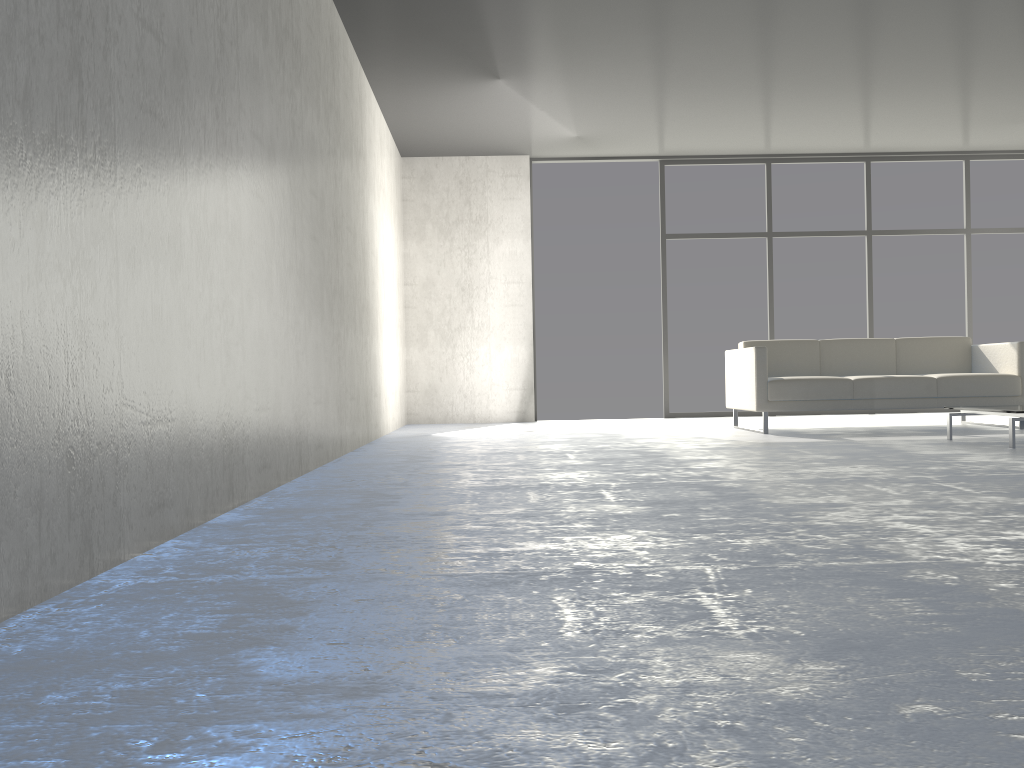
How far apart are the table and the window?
3.5m

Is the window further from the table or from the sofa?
the table

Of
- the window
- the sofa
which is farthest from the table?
the window

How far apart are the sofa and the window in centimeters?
187cm

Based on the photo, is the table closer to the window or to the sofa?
the sofa

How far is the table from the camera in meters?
4.5 m

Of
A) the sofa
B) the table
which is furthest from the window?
the table

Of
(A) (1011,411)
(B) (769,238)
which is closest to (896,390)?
(A) (1011,411)

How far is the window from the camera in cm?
851

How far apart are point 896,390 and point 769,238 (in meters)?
2.93
